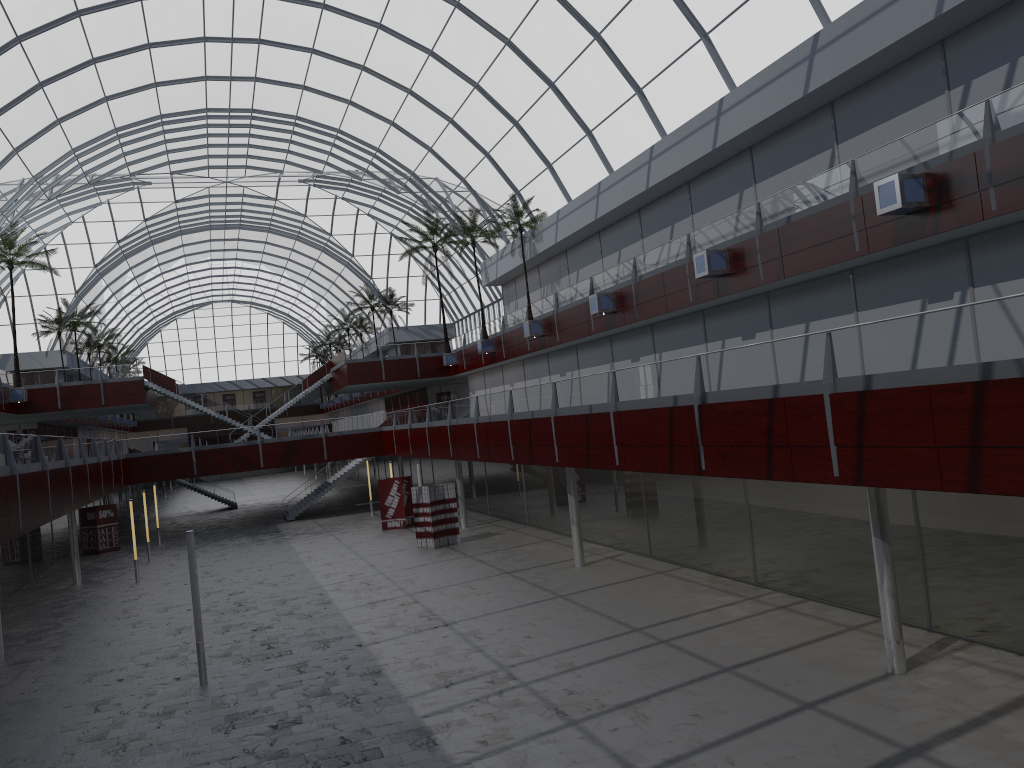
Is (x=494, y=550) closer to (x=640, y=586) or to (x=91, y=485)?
(x=640, y=586)
